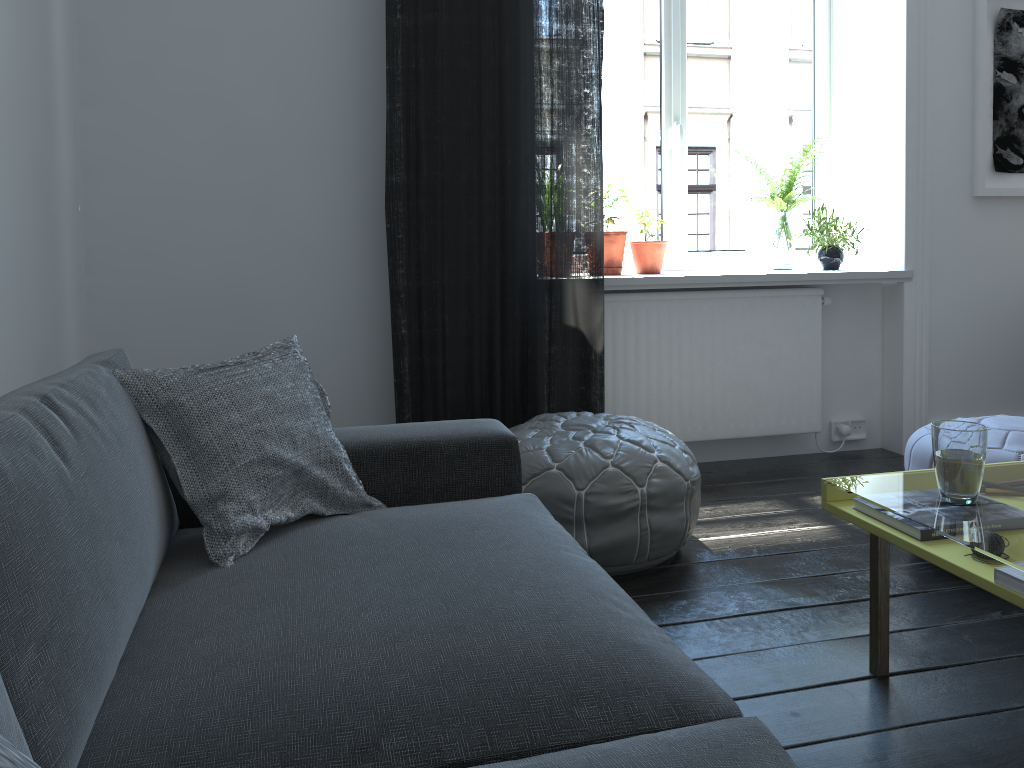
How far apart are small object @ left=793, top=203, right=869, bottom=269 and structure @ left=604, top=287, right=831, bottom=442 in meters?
0.2

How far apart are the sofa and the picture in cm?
267

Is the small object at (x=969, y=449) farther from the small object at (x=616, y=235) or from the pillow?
the small object at (x=616, y=235)

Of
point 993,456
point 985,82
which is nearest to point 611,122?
point 985,82

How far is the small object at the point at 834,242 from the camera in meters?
3.6 m

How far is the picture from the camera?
3.6 meters

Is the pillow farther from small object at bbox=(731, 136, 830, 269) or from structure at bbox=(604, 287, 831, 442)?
small object at bbox=(731, 136, 830, 269)

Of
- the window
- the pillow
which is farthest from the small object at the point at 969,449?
the window

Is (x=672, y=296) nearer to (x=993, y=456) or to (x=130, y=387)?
(x=993, y=456)

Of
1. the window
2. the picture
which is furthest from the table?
the picture
